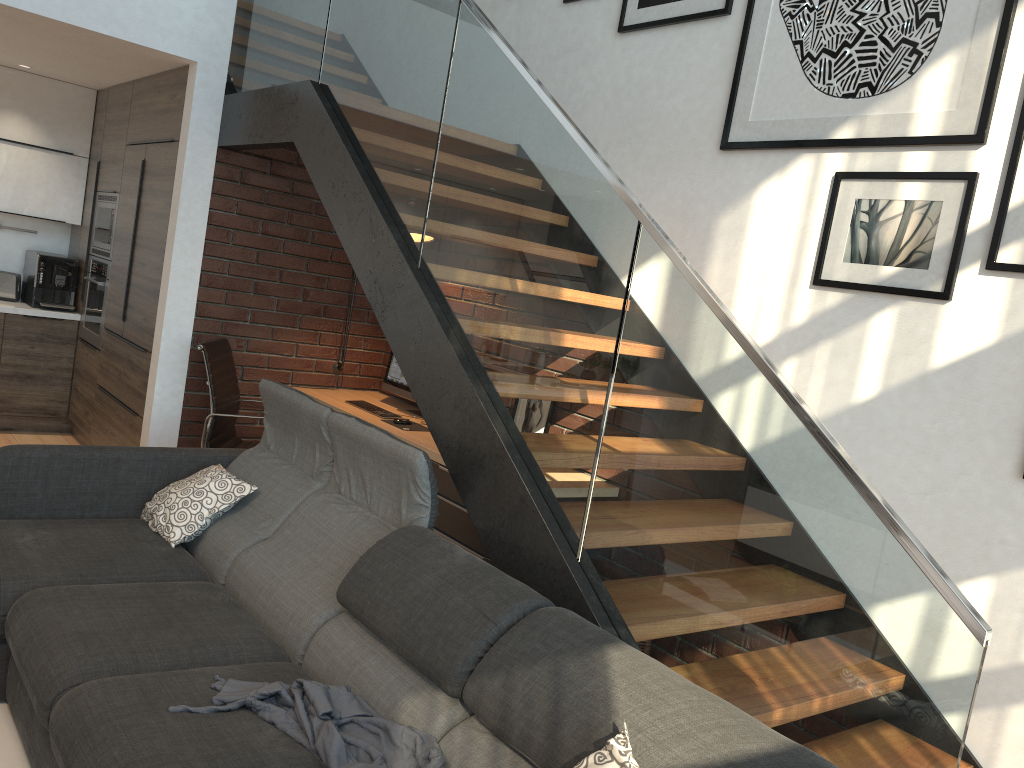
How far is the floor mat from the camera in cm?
245

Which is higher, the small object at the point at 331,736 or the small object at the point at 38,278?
the small object at the point at 38,278

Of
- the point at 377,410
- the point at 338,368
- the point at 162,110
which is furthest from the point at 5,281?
the point at 377,410

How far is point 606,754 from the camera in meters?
1.7

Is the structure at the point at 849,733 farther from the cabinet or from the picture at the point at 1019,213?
the picture at the point at 1019,213

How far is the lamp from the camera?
5.37m

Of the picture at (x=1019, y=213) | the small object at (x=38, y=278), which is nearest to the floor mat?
the picture at (x=1019, y=213)

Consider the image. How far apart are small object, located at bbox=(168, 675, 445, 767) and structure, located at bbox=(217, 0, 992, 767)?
0.51m

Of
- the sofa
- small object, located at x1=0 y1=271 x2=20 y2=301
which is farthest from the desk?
small object, located at x1=0 y1=271 x2=20 y2=301

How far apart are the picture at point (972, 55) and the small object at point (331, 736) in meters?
2.4
